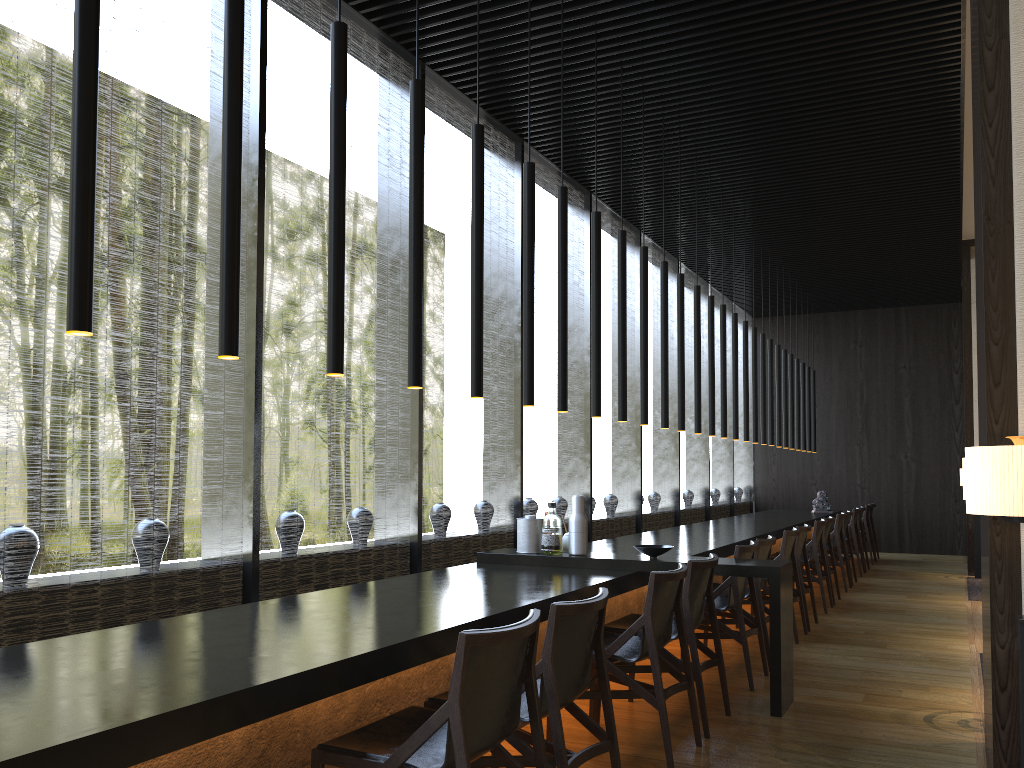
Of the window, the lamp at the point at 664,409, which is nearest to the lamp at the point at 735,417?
the window

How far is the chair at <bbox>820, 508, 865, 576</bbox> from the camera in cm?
1073

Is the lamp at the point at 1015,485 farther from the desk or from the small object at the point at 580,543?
the small object at the point at 580,543

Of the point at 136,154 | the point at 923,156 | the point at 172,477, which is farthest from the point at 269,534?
the point at 923,156

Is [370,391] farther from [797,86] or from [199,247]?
[199,247]

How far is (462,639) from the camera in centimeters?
224cm

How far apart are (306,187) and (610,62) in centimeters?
231cm

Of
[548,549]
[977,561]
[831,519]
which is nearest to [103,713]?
[548,549]

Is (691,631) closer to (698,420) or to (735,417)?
(698,420)

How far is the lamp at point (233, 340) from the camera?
2.7 meters
